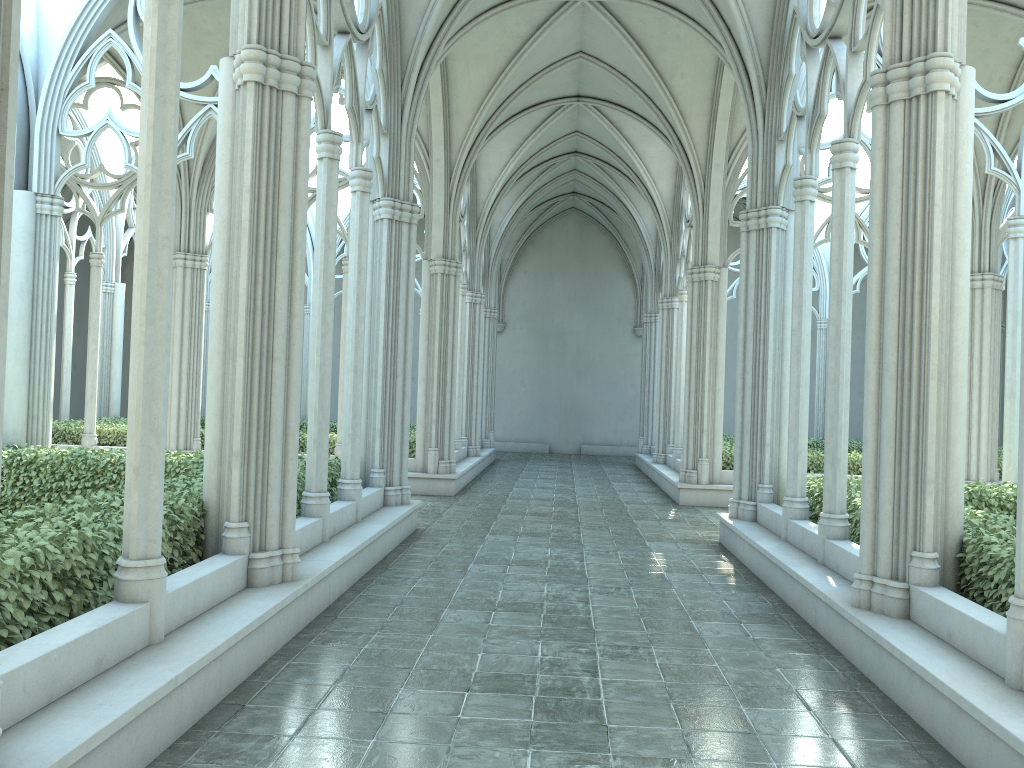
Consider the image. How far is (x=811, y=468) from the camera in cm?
1548

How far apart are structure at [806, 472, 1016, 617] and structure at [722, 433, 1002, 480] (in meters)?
5.17

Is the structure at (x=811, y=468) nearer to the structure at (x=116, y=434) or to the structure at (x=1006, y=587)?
the structure at (x=1006, y=587)

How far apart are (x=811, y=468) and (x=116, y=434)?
12.5m

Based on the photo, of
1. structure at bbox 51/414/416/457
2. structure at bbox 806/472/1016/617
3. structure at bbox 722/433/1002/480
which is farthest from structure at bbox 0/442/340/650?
structure at bbox 722/433/1002/480

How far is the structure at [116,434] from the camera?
16.23m

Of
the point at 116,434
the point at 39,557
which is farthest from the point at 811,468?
the point at 39,557

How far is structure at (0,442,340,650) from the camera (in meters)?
4.34

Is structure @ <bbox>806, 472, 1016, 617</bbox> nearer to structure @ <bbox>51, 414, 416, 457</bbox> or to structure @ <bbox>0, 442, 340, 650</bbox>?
structure @ <bbox>0, 442, 340, 650</bbox>

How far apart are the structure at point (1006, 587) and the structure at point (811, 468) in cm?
517
